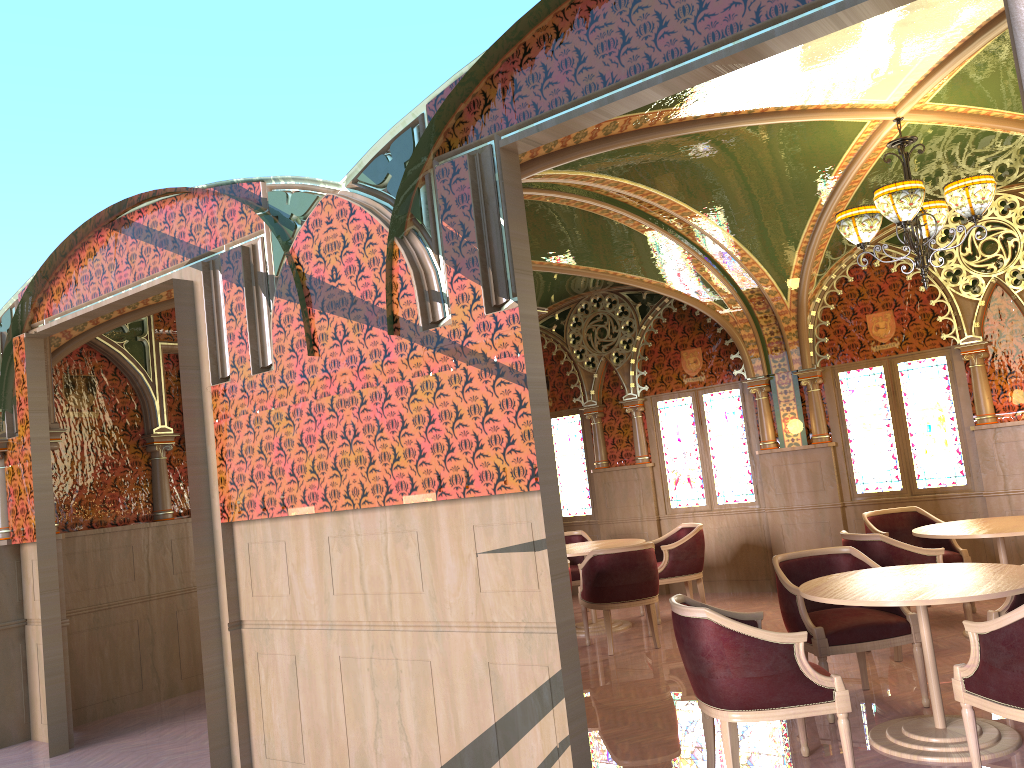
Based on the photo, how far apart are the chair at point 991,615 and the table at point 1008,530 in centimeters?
123cm

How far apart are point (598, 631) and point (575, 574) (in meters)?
0.90

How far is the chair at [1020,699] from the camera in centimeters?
342cm

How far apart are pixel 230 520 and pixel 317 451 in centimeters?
85cm

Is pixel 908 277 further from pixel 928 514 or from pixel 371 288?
pixel 371 288

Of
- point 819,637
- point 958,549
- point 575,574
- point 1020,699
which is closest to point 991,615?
point 819,637

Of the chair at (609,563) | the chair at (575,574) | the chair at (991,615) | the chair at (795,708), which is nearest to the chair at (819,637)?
the chair at (991,615)

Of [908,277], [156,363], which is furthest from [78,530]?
[908,277]

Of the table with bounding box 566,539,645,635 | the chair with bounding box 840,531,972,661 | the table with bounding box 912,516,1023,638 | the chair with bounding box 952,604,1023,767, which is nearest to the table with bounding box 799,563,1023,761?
the chair with bounding box 952,604,1023,767

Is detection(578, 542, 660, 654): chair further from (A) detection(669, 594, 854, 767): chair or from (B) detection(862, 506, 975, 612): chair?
(A) detection(669, 594, 854, 767): chair
